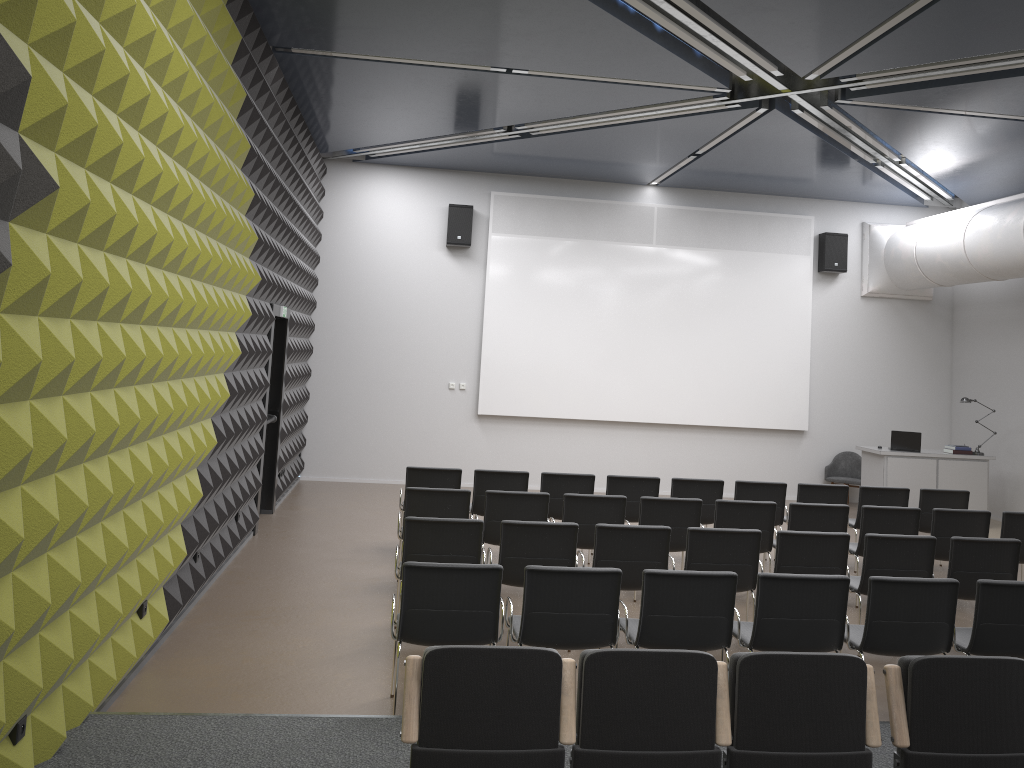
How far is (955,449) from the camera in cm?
1256

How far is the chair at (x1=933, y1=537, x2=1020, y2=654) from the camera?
6.7 meters

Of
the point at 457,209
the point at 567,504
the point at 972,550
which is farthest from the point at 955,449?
the point at 457,209

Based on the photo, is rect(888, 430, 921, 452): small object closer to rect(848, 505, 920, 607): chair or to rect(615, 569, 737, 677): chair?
rect(848, 505, 920, 607): chair

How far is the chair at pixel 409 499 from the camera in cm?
753

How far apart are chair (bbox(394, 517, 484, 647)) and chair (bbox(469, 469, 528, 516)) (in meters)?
2.23

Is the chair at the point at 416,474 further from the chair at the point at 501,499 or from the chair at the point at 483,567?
the chair at the point at 483,567

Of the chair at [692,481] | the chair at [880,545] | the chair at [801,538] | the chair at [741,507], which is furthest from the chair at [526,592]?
the chair at [692,481]

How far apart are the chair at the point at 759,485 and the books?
4.8m

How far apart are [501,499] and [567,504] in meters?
0.6
